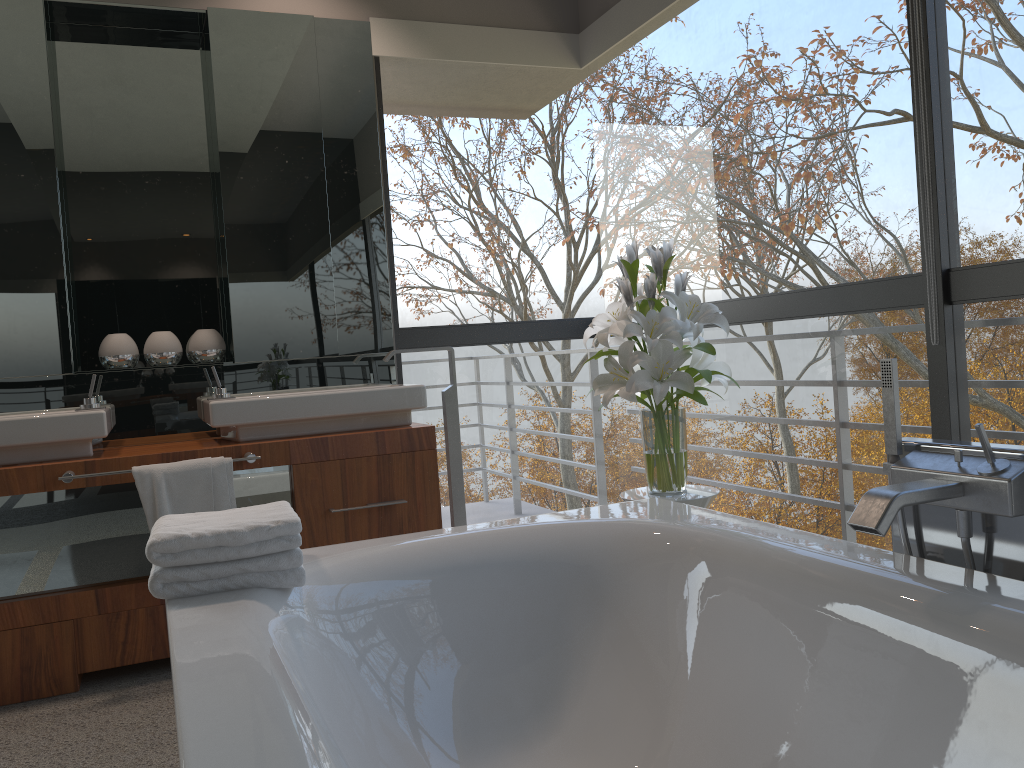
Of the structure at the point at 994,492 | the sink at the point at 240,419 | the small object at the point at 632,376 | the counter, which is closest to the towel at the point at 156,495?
the counter

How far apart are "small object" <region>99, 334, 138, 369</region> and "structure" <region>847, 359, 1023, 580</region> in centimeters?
260cm

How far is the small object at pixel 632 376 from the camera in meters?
2.6

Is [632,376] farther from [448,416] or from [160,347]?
[160,347]

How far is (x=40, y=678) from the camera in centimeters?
269cm

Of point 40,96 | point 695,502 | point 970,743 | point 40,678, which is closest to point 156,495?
point 40,678

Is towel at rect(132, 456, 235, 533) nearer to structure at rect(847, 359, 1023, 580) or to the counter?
the counter

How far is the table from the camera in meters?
2.6 m

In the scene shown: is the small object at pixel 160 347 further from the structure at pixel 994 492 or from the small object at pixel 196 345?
the structure at pixel 994 492

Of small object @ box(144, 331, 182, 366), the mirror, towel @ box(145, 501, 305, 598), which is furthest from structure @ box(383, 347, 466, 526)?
towel @ box(145, 501, 305, 598)
